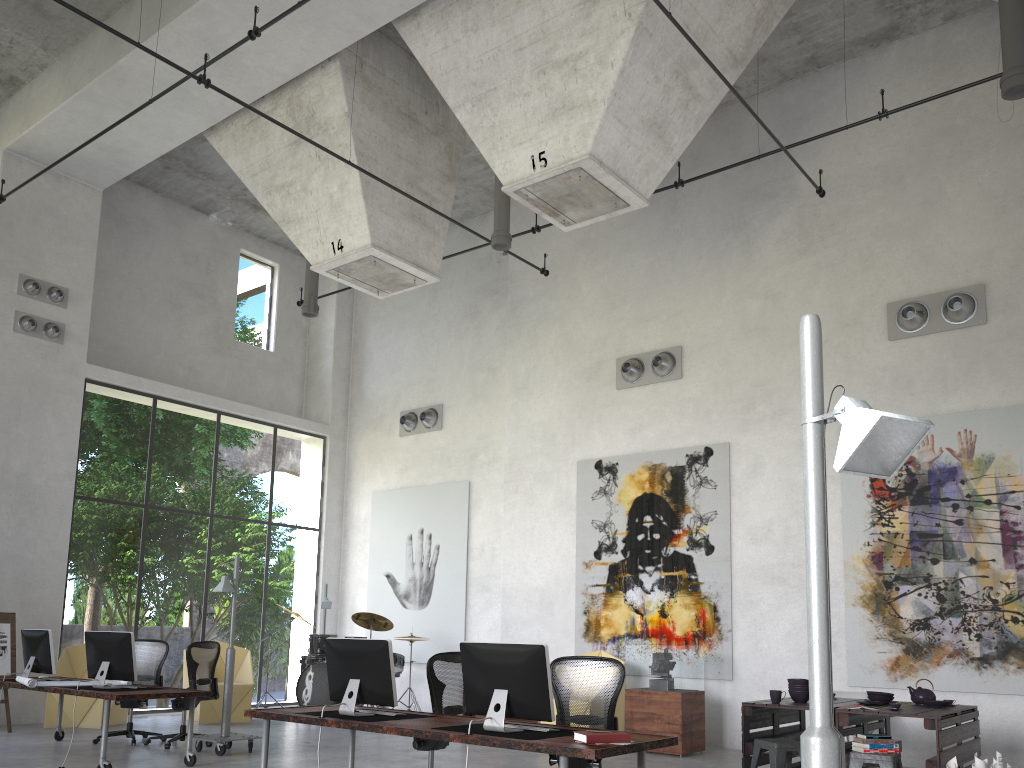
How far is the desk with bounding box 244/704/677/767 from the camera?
4.61m

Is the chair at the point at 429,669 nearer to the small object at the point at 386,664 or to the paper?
the small object at the point at 386,664

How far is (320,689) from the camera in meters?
12.5 m

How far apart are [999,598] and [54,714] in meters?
11.2 m

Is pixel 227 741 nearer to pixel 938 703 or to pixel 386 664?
pixel 386 664

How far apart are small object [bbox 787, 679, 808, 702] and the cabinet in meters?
2.3

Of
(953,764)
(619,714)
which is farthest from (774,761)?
(619,714)

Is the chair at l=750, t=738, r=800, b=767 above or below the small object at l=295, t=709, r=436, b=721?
below

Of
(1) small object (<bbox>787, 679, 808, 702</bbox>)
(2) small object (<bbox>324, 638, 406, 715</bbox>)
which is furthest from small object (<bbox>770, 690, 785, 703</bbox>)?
(2) small object (<bbox>324, 638, 406, 715</bbox>)

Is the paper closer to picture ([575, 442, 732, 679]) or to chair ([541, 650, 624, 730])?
chair ([541, 650, 624, 730])
